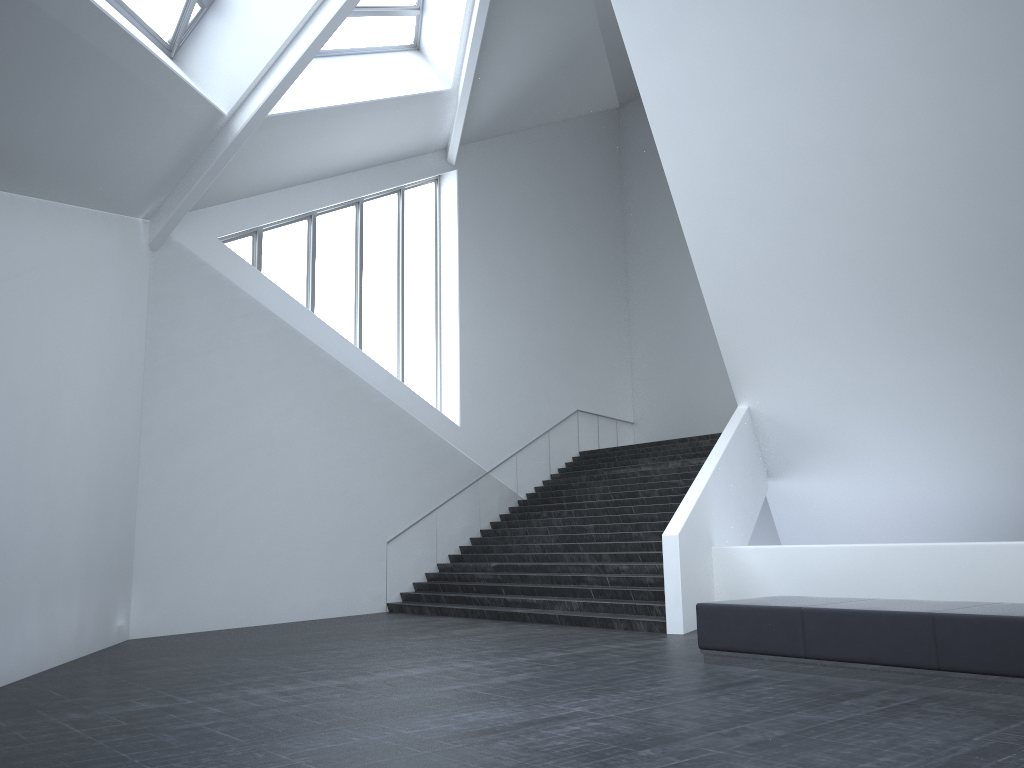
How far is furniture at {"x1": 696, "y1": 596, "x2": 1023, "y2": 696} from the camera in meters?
6.6 m

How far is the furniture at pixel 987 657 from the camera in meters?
6.6

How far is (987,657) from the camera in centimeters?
663cm
